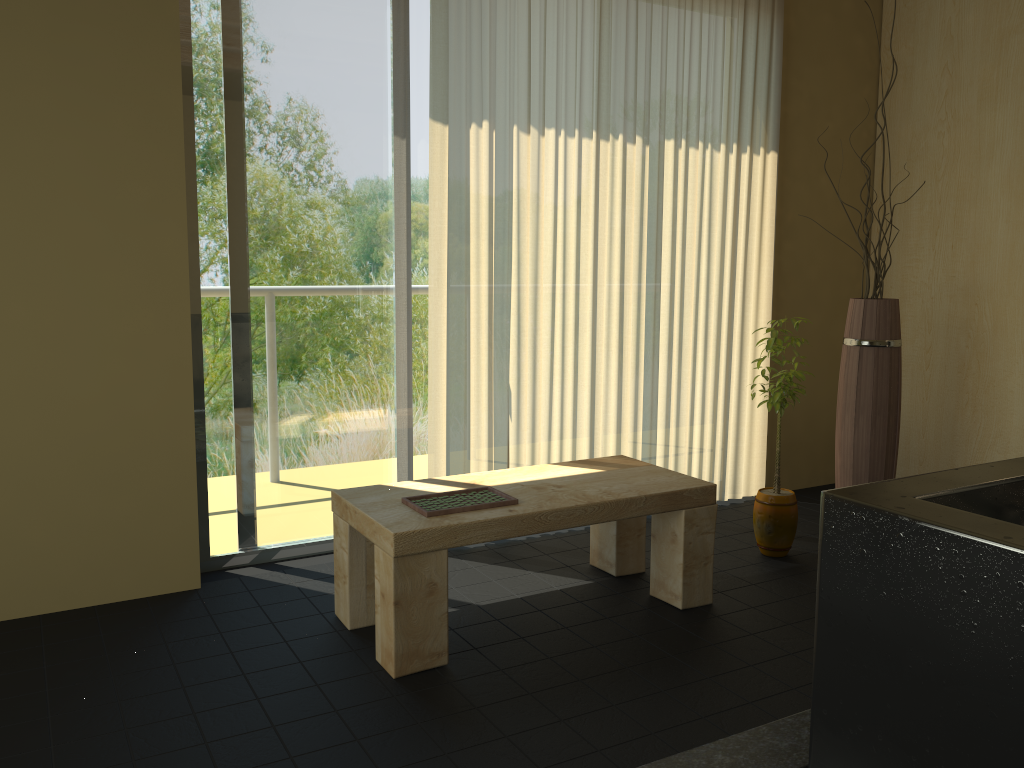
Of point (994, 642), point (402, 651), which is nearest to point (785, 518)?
point (402, 651)

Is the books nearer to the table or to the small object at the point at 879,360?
the table

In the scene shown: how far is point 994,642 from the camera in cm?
114

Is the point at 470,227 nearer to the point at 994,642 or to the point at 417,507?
the point at 417,507

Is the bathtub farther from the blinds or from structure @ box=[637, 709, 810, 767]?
the blinds

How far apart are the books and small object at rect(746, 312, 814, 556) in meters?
1.2 m

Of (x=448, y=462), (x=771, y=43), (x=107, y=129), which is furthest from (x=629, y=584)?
(x=771, y=43)

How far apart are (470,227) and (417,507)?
1.2 meters

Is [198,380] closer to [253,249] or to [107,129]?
[253,249]

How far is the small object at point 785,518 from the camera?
3.32m
